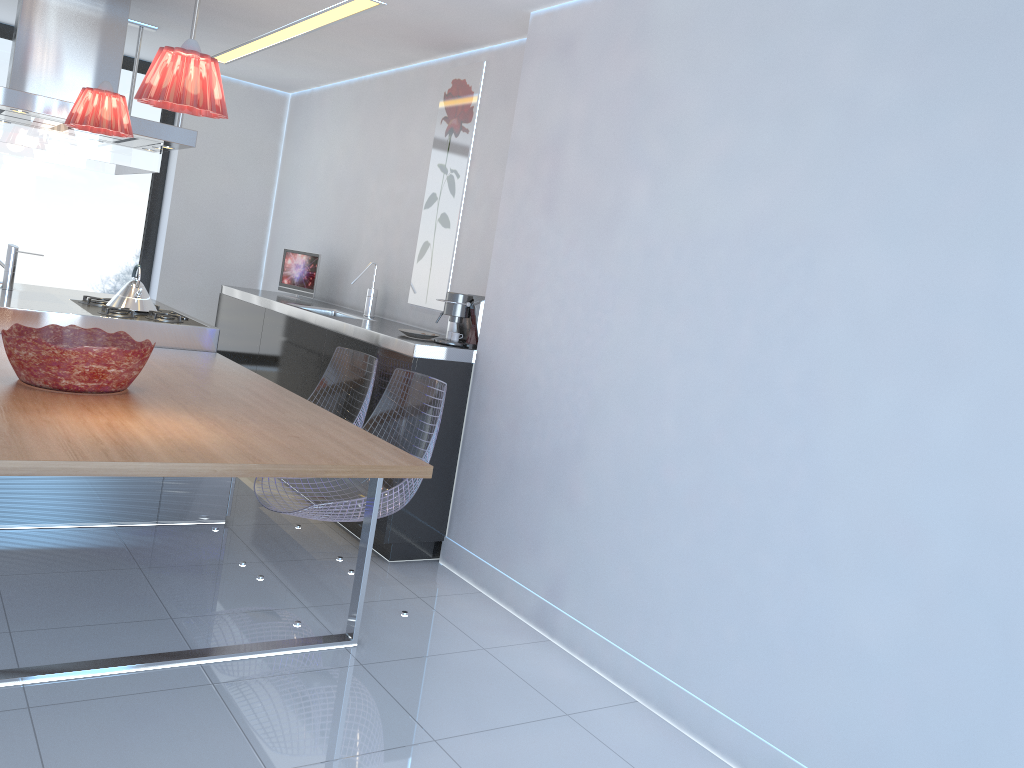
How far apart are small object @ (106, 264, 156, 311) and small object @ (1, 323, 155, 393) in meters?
1.3

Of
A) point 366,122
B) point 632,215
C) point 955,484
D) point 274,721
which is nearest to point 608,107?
point 632,215

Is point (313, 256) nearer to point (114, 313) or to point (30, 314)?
point (114, 313)

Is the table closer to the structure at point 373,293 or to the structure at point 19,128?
the structure at point 19,128

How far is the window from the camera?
6.2 meters

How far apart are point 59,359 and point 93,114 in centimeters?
117cm

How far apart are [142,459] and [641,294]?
1.7 meters

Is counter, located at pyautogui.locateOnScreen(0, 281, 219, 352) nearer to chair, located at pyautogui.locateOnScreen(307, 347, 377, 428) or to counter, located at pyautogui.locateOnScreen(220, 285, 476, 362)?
counter, located at pyautogui.locateOnScreen(220, 285, 476, 362)

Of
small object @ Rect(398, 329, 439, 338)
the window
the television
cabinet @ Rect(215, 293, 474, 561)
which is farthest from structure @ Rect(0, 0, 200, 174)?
small object @ Rect(398, 329, 439, 338)

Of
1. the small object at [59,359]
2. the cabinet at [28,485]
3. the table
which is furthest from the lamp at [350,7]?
the cabinet at [28,485]
